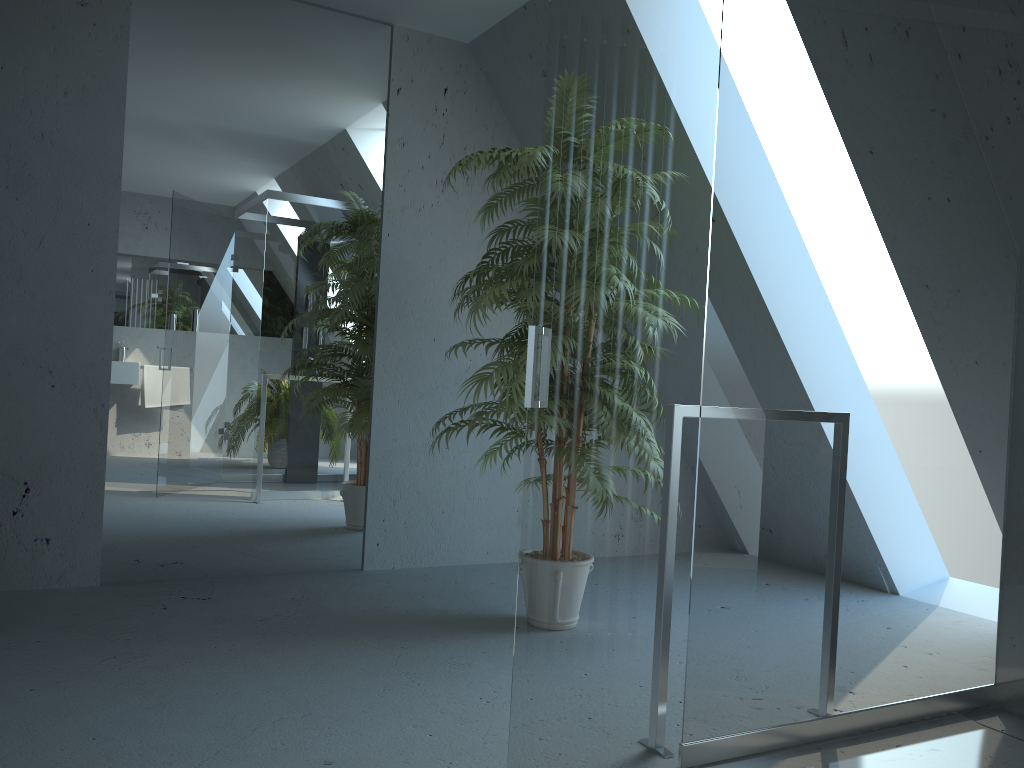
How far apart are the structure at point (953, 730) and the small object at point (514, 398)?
1.21m

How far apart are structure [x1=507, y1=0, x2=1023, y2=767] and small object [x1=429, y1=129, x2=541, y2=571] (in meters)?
1.21

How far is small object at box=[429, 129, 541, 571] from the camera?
2.9m

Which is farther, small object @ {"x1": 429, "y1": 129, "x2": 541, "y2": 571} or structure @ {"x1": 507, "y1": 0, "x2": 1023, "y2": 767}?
small object @ {"x1": 429, "y1": 129, "x2": 541, "y2": 571}

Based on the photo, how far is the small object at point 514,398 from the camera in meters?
2.9

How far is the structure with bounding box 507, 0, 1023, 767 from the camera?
1.3m
